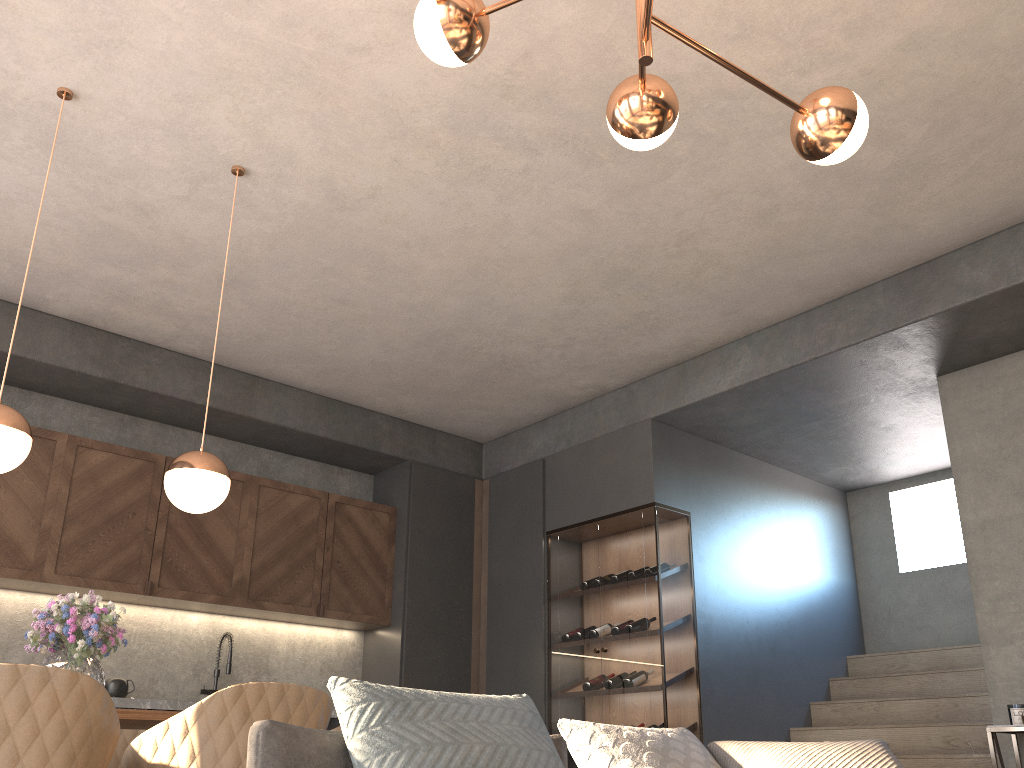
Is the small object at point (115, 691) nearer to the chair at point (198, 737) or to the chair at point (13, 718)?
the chair at point (198, 737)

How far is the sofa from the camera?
1.59m

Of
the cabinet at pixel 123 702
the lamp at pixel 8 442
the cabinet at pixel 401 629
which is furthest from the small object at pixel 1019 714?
the lamp at pixel 8 442

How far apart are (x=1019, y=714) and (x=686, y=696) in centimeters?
172cm

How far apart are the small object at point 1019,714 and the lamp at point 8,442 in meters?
4.3

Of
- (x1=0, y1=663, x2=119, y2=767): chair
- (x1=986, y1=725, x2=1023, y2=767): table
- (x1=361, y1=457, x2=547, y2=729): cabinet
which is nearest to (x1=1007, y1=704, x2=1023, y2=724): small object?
(x1=986, y1=725, x2=1023, y2=767): table

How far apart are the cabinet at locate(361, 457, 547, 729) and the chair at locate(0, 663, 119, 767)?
3.7 meters

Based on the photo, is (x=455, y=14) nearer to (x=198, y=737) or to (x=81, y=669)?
(x=198, y=737)

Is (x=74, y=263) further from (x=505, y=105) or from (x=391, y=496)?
(x=391, y=496)

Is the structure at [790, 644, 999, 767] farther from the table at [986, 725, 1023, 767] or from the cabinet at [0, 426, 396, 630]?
the cabinet at [0, 426, 396, 630]
